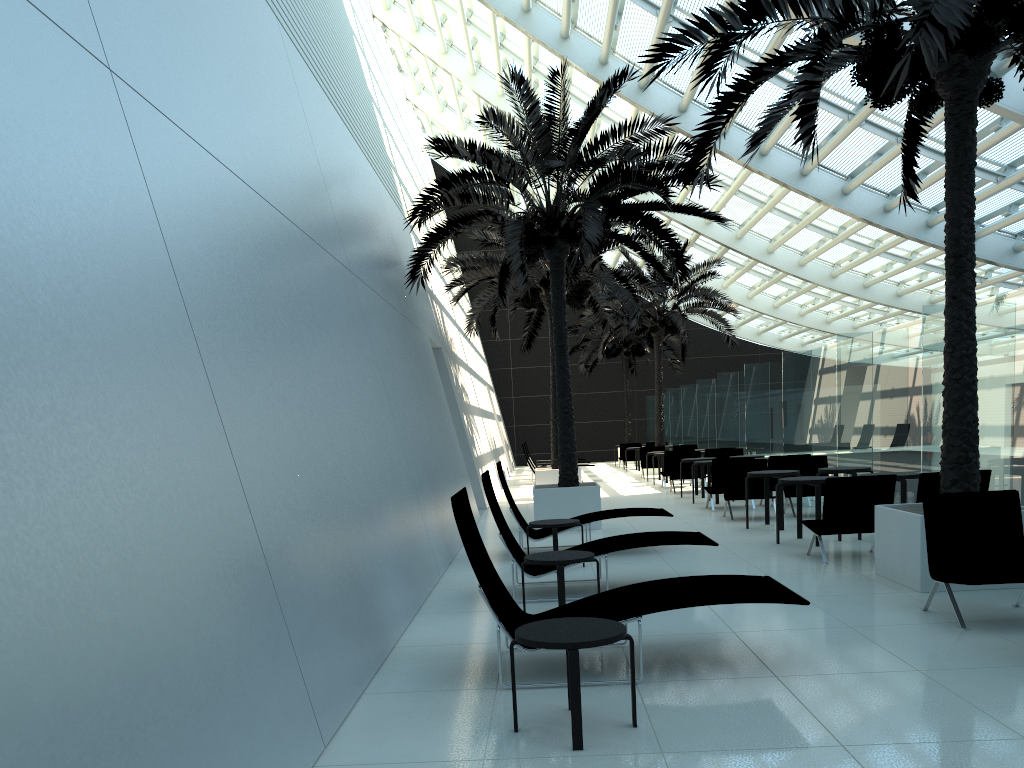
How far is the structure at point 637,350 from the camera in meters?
34.3 m

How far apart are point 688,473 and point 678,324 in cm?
701

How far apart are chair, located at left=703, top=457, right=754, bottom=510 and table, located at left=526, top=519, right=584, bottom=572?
6.0 meters

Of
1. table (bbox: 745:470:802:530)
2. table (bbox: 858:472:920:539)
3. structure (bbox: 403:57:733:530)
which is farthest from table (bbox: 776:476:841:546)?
structure (bbox: 403:57:733:530)

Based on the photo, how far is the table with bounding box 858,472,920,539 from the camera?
10.0 meters

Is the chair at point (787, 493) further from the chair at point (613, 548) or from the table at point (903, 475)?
the chair at point (613, 548)

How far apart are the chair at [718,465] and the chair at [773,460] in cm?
88

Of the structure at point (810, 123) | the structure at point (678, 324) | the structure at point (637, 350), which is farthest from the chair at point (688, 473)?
the structure at point (637, 350)

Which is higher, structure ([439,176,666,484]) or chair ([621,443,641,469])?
structure ([439,176,666,484])

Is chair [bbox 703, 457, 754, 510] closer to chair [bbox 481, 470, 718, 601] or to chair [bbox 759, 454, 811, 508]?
chair [bbox 759, 454, 811, 508]
